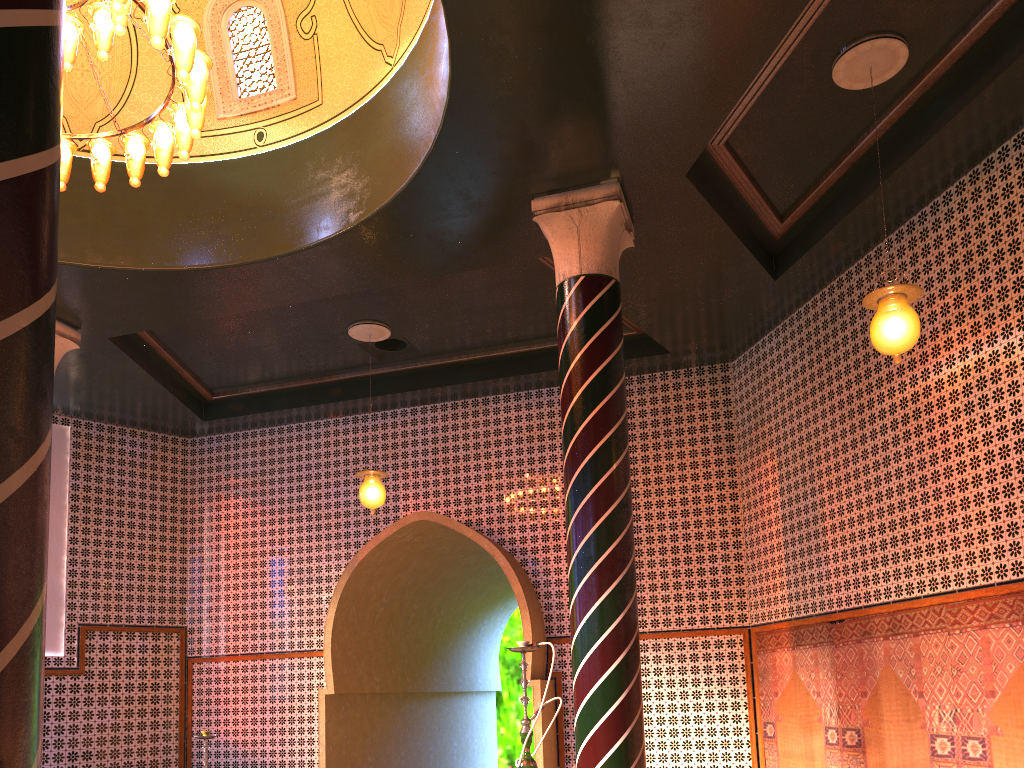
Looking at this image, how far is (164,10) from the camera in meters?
5.8 m

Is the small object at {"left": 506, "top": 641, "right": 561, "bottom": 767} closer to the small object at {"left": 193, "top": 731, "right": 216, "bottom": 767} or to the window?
the small object at {"left": 193, "top": 731, "right": 216, "bottom": 767}

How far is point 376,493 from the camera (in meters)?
10.23

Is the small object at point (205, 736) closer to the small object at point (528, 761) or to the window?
the small object at point (528, 761)

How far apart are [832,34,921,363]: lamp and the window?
5.4 meters

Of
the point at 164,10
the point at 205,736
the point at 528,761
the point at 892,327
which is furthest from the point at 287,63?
the point at 205,736

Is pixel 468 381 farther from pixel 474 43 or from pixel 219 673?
pixel 474 43

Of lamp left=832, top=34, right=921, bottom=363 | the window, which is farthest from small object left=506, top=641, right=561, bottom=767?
the window

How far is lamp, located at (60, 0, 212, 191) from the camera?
5.78m

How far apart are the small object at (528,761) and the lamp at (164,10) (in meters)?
4.73
